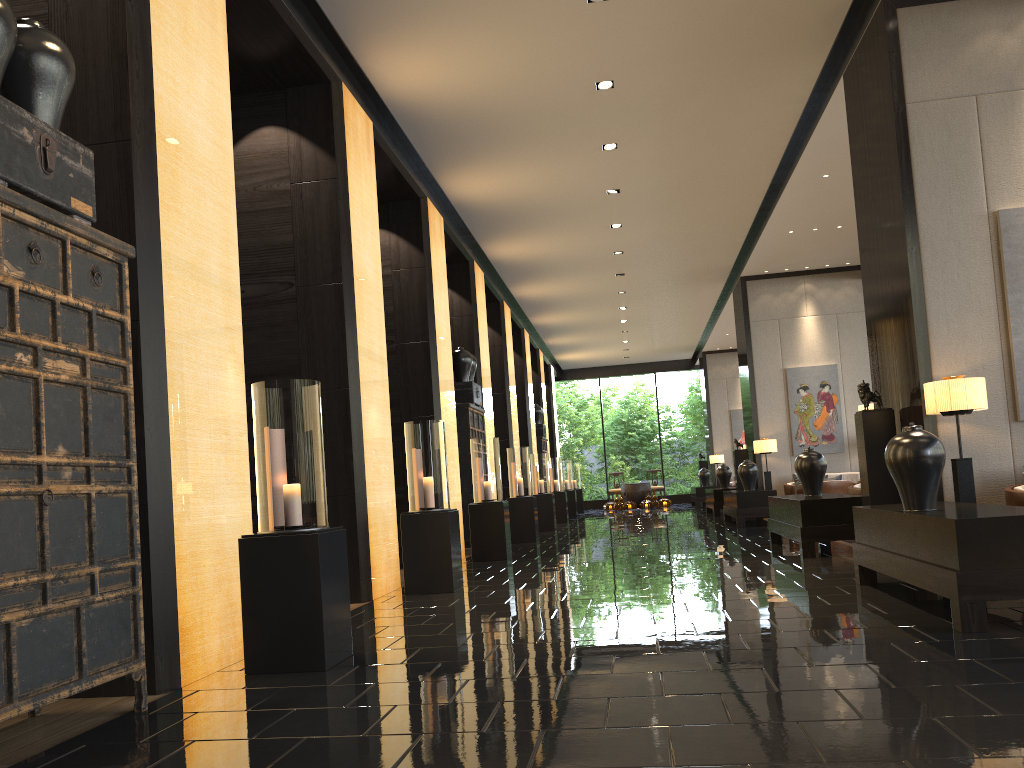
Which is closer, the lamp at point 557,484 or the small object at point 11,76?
the small object at point 11,76

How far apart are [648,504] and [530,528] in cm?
1214

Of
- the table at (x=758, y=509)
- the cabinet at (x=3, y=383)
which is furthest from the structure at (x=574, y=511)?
the cabinet at (x=3, y=383)

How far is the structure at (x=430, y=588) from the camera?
7.0 meters

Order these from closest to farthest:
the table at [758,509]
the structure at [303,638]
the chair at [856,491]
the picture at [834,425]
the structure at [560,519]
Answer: the structure at [303,638], the chair at [856,491], the table at [758,509], the picture at [834,425], the structure at [560,519]

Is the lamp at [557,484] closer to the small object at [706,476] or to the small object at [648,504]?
the small object at [706,476]

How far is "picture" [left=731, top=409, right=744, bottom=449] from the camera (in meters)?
23.91

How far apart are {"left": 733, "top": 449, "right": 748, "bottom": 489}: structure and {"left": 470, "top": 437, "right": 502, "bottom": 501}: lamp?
6.9m

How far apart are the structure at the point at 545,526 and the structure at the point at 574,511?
5.9 meters

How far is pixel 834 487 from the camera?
12.5m
